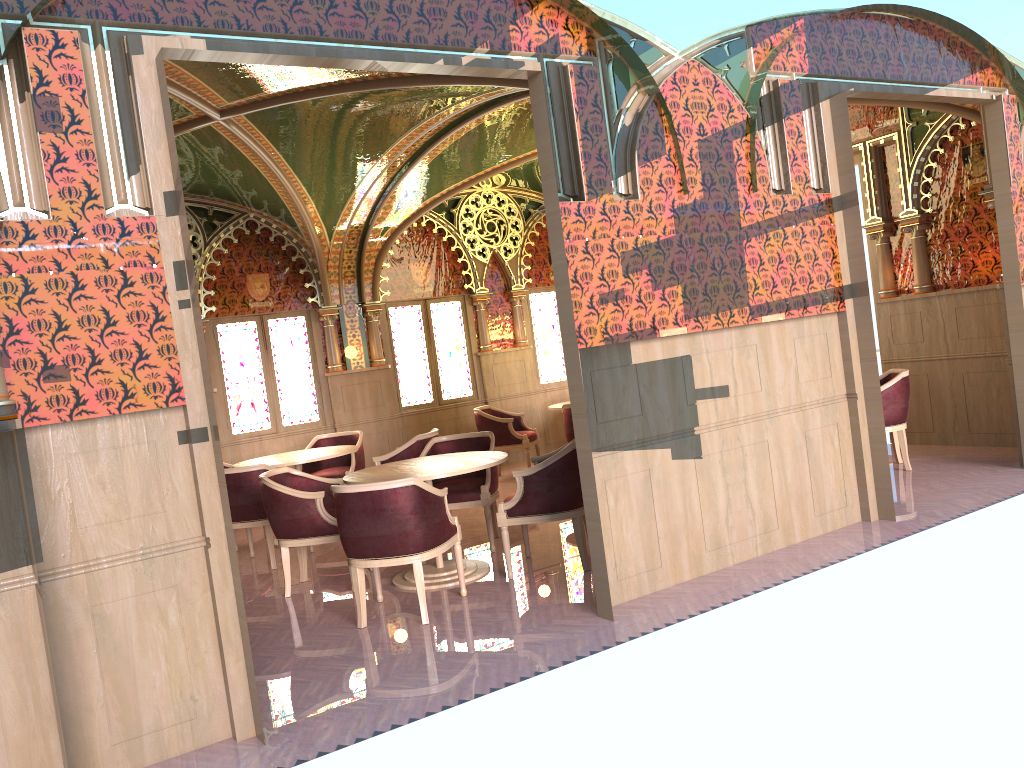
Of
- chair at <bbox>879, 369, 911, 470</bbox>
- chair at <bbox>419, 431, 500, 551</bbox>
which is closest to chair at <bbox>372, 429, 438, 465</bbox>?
chair at <bbox>419, 431, 500, 551</bbox>

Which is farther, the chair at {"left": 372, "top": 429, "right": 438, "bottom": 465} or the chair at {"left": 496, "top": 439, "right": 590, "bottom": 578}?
the chair at {"left": 372, "top": 429, "right": 438, "bottom": 465}

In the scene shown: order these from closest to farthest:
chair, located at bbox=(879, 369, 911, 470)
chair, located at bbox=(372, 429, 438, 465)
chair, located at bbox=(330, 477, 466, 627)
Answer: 1. chair, located at bbox=(330, 477, 466, 627)
2. chair, located at bbox=(879, 369, 911, 470)
3. chair, located at bbox=(372, 429, 438, 465)

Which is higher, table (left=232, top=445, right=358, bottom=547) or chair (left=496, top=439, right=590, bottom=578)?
table (left=232, top=445, right=358, bottom=547)

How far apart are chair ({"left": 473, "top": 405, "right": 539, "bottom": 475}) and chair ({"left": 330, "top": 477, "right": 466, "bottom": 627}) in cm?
445

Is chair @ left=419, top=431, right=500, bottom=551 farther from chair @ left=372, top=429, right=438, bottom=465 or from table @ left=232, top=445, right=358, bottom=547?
table @ left=232, top=445, right=358, bottom=547

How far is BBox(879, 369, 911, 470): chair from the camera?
7.5m

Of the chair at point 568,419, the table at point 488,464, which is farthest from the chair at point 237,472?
the chair at point 568,419

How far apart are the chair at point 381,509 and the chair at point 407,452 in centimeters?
213cm

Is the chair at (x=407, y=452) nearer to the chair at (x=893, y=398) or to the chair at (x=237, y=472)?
the chair at (x=237, y=472)
